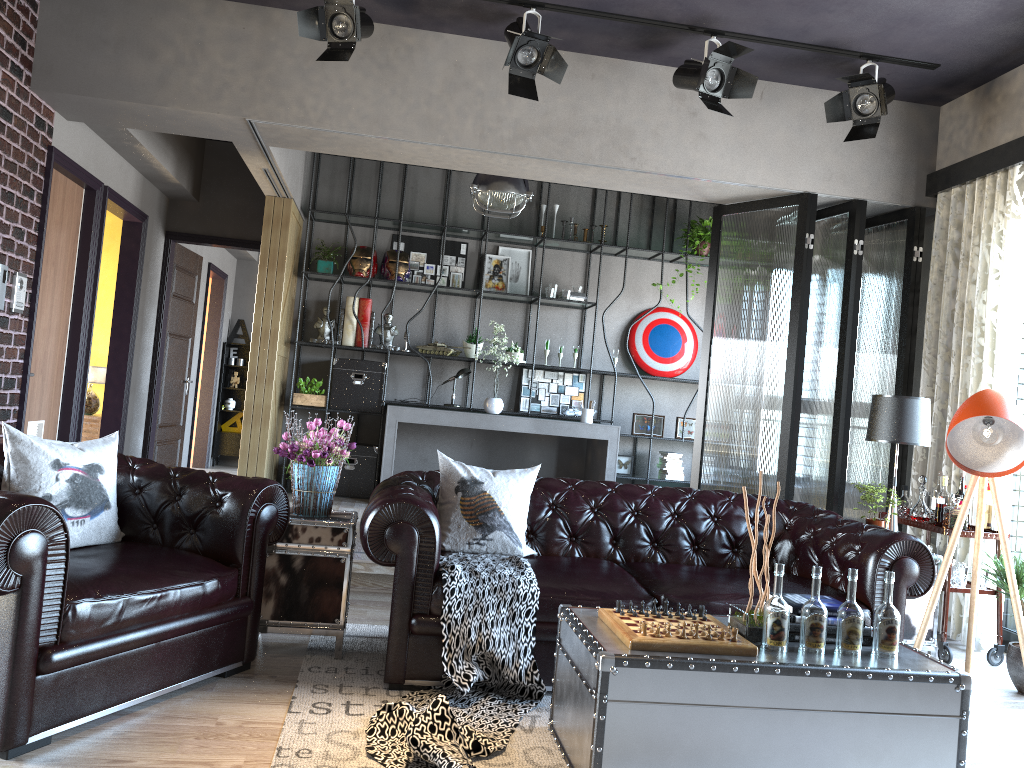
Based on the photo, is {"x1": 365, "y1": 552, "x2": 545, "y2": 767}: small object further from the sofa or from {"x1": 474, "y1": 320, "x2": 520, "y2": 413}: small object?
{"x1": 474, "y1": 320, "x2": 520, "y2": 413}: small object

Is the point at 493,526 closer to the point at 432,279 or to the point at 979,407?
the point at 979,407

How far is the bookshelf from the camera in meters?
8.3

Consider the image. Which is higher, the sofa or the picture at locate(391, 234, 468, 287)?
the picture at locate(391, 234, 468, 287)

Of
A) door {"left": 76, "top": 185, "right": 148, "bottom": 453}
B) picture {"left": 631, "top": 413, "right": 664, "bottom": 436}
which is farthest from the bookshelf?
door {"left": 76, "top": 185, "right": 148, "bottom": 453}

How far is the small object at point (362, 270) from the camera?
8.20m

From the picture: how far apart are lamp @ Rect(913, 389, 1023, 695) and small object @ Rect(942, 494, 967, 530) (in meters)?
1.05

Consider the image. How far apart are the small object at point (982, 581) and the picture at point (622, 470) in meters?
4.0 m

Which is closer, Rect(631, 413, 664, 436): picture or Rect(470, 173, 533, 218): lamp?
Rect(470, 173, 533, 218): lamp

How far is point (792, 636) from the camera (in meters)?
3.10
